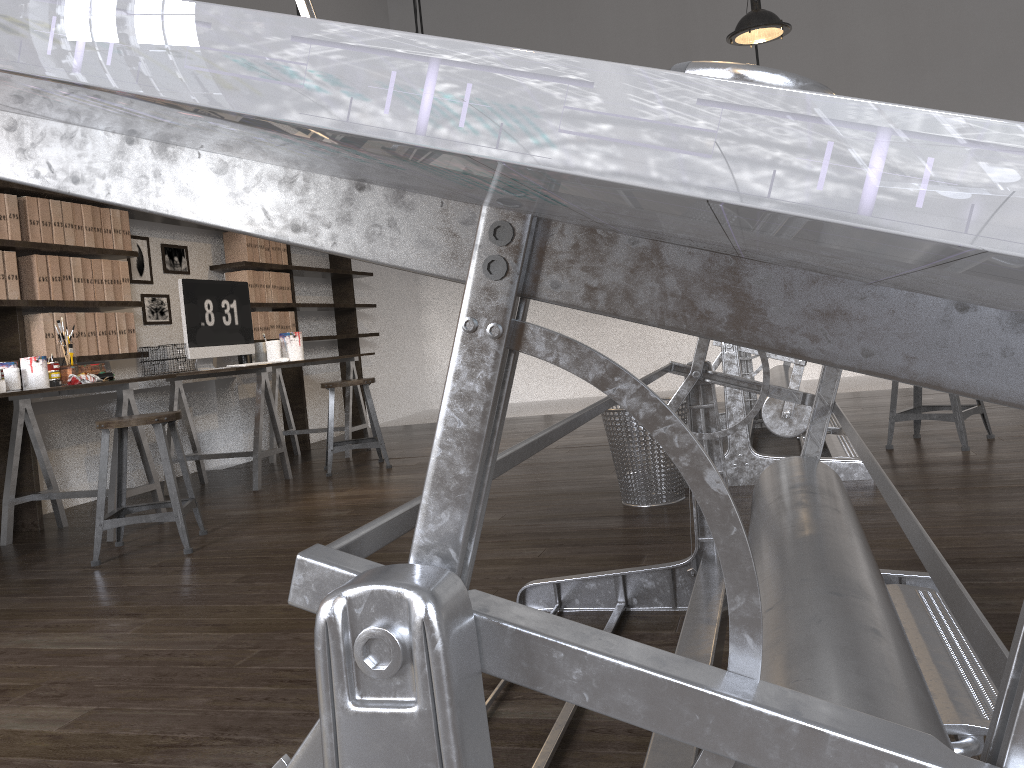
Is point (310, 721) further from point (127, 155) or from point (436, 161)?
point (436, 161)

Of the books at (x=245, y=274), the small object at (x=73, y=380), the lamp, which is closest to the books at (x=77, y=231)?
the small object at (x=73, y=380)

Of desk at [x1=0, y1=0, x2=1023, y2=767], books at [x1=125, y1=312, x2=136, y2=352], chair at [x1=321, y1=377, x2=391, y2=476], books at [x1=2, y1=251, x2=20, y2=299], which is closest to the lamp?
chair at [x1=321, y1=377, x2=391, y2=476]

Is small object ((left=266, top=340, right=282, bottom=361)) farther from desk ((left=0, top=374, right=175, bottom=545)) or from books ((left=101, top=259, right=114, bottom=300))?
desk ((left=0, top=374, right=175, bottom=545))

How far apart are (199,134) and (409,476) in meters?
4.4

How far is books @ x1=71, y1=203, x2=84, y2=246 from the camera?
4.41m

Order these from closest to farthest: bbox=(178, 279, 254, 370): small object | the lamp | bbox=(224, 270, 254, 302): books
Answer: the lamp, bbox=(178, 279, 254, 370): small object, bbox=(224, 270, 254, 302): books

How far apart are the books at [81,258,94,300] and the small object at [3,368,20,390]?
0.8m

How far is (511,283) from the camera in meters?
0.4 m

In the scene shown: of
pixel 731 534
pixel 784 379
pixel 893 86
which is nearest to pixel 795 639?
pixel 731 534
